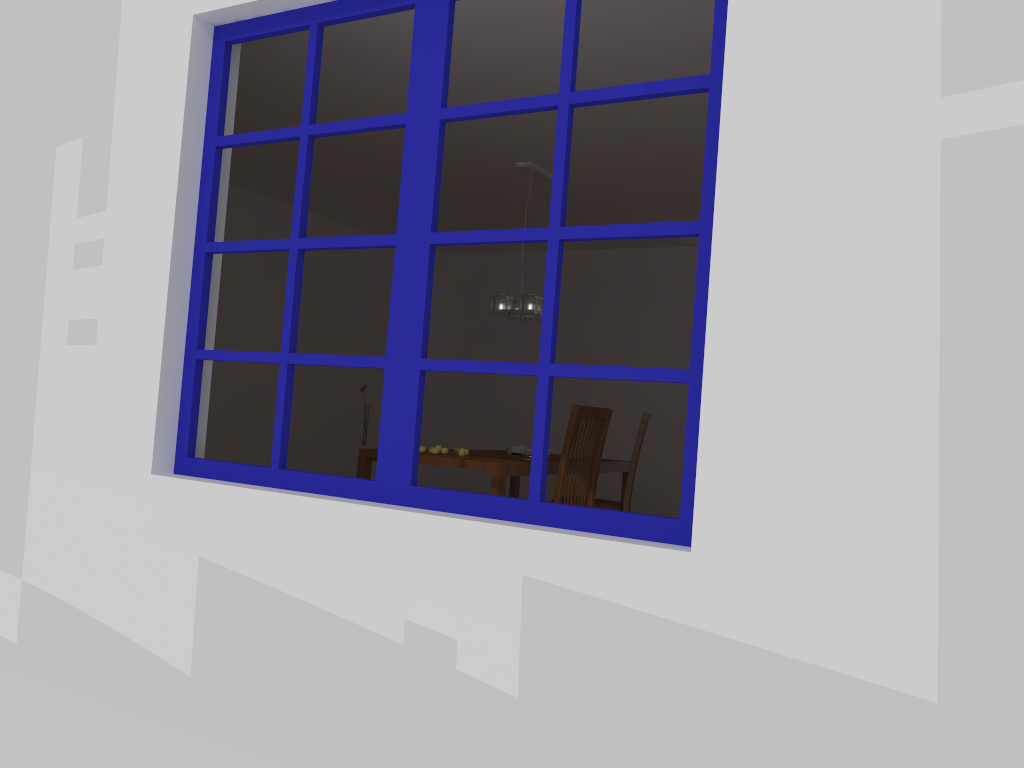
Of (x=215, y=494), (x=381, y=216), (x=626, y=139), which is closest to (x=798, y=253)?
(x=215, y=494)

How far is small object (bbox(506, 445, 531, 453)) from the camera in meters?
5.6 m

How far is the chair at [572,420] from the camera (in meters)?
4.56

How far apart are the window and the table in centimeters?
191cm

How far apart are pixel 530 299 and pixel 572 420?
1.0m

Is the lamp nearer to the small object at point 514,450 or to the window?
the small object at point 514,450

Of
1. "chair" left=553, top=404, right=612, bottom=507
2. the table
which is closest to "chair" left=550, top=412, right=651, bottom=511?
the table

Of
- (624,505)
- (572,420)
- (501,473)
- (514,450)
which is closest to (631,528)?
(501,473)

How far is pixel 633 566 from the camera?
1.9 meters

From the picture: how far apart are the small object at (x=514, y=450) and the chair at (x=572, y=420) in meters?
0.9 m
